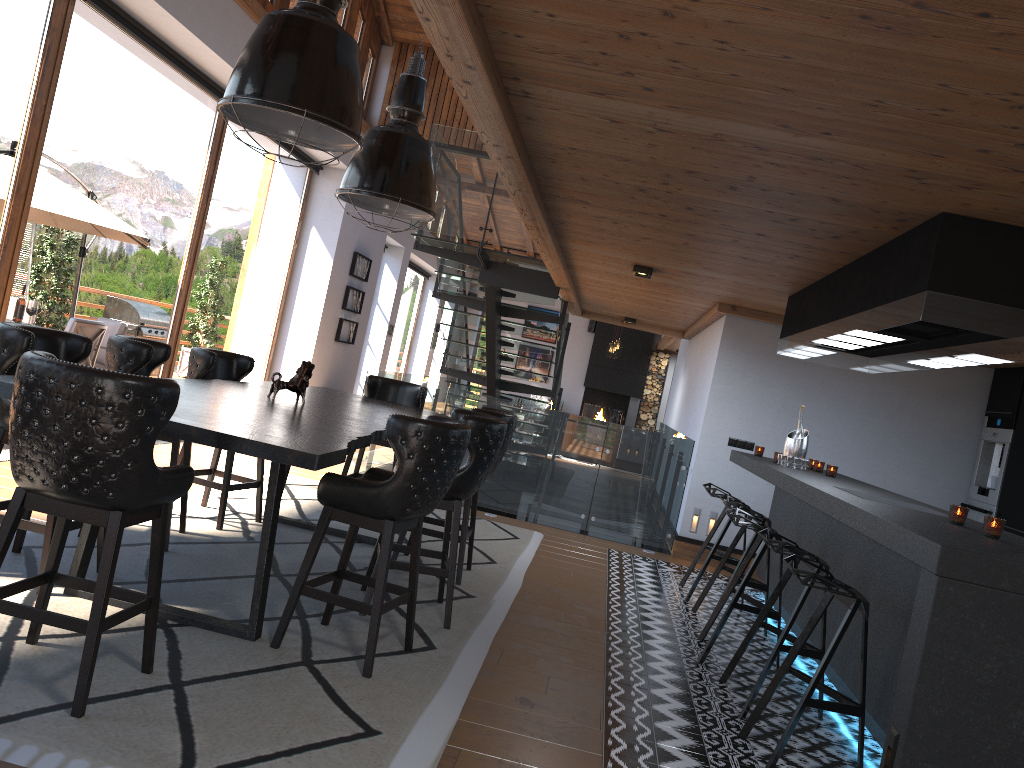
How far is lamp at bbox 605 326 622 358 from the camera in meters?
18.7

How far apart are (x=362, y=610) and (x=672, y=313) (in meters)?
6.96

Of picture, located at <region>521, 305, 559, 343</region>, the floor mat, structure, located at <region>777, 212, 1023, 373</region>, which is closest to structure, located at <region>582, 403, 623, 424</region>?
picture, located at <region>521, 305, 559, 343</region>

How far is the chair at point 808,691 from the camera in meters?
3.4

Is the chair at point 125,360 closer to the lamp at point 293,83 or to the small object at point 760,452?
the lamp at point 293,83

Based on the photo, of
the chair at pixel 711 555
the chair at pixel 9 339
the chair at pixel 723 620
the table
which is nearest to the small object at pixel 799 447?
the chair at pixel 711 555

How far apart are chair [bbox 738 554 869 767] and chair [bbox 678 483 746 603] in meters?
2.6

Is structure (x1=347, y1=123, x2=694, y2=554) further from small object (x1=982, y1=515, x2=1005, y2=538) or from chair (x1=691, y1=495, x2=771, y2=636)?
small object (x1=982, y1=515, x2=1005, y2=538)

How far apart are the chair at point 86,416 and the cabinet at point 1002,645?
2.5 meters

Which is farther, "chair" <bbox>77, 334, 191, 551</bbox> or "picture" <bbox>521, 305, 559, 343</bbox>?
"picture" <bbox>521, 305, 559, 343</bbox>
